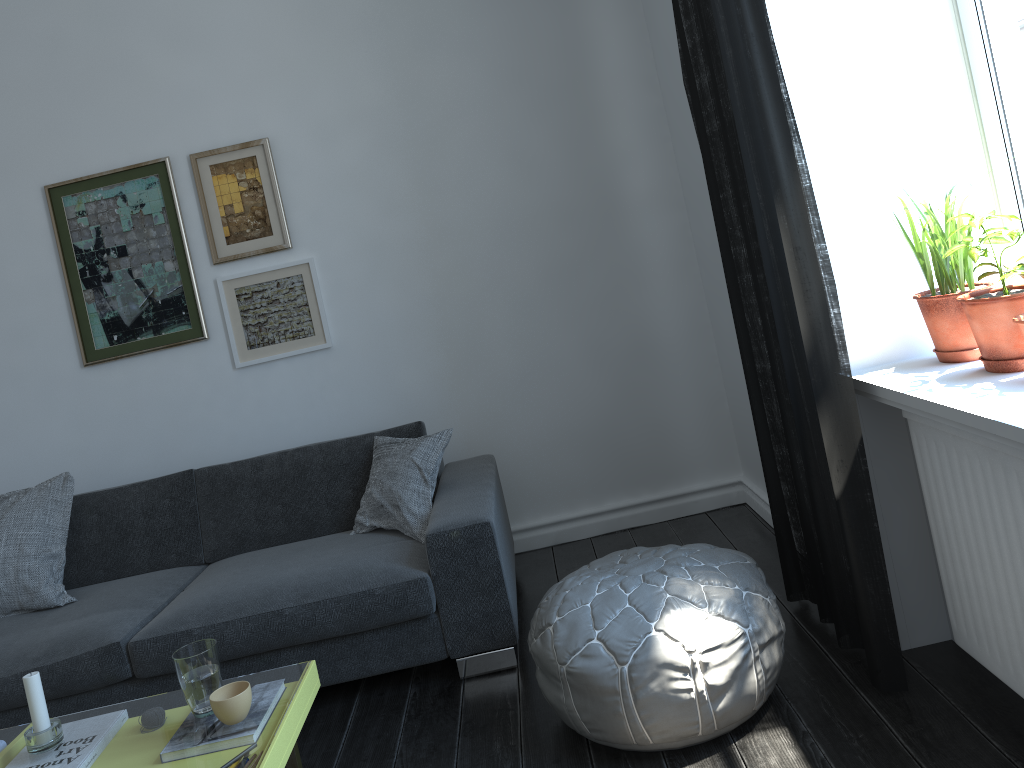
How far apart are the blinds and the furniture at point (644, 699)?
0.2 meters

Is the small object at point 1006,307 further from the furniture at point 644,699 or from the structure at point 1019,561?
the furniture at point 644,699

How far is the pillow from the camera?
3.2m

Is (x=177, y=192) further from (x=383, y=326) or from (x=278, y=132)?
(x=383, y=326)

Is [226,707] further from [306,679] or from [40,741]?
[40,741]

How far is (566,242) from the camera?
3.9m

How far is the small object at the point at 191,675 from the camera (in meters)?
2.02

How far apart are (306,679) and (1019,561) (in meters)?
1.61

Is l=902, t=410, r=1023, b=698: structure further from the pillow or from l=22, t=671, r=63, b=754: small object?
l=22, t=671, r=63, b=754: small object

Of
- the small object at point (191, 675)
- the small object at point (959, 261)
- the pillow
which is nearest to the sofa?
the pillow
